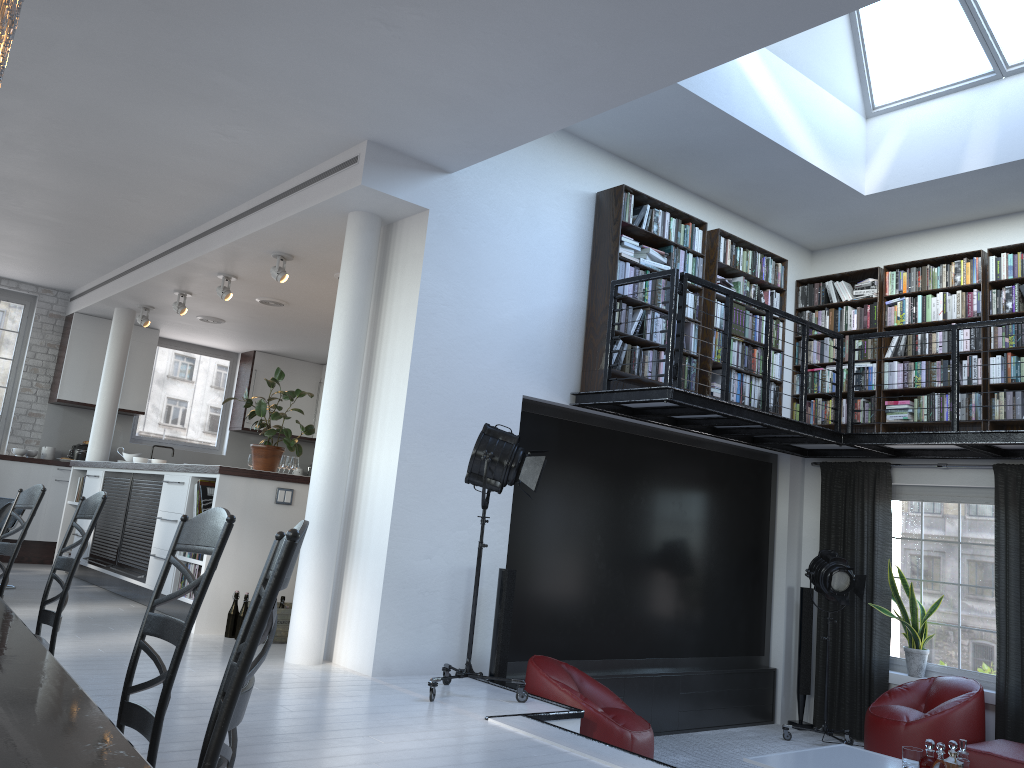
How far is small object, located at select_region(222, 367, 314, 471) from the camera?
7.3 meters

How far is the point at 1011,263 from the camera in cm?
720

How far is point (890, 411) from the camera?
7.8 meters

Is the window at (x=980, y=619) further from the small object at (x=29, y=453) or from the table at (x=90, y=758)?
the small object at (x=29, y=453)

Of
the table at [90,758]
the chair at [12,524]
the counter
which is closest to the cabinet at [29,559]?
the counter

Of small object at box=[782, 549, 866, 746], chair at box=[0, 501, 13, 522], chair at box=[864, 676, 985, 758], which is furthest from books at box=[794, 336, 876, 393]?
chair at box=[0, 501, 13, 522]

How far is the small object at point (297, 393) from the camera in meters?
7.3

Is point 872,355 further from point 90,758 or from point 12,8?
point 90,758

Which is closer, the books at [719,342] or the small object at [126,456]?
the books at [719,342]

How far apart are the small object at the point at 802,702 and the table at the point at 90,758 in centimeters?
737cm
